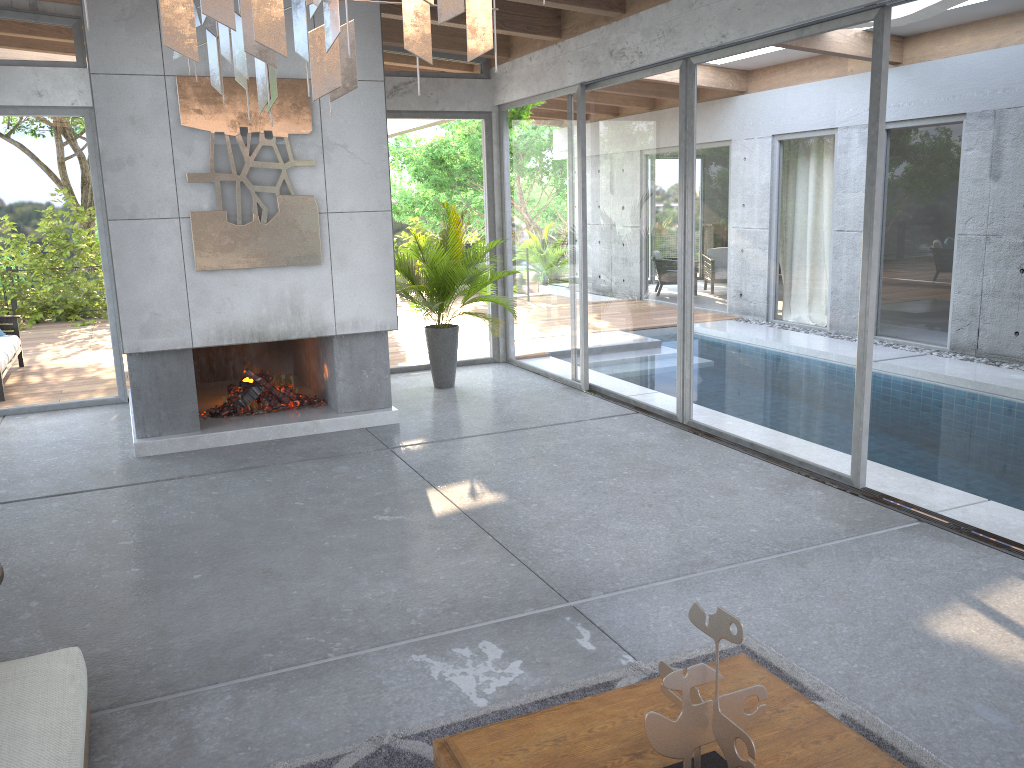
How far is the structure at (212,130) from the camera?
6.3m

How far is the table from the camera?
2.28m

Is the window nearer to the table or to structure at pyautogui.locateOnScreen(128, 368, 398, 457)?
structure at pyautogui.locateOnScreen(128, 368, 398, 457)

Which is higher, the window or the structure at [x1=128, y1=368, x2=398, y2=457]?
the window

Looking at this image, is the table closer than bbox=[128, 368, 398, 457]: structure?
Yes

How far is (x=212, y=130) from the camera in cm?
628

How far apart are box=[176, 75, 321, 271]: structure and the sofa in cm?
383

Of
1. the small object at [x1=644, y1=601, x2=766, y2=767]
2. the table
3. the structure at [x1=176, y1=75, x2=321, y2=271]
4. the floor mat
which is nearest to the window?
the floor mat

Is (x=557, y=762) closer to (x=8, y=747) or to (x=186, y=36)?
(x=8, y=747)

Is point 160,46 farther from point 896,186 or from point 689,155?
point 896,186
